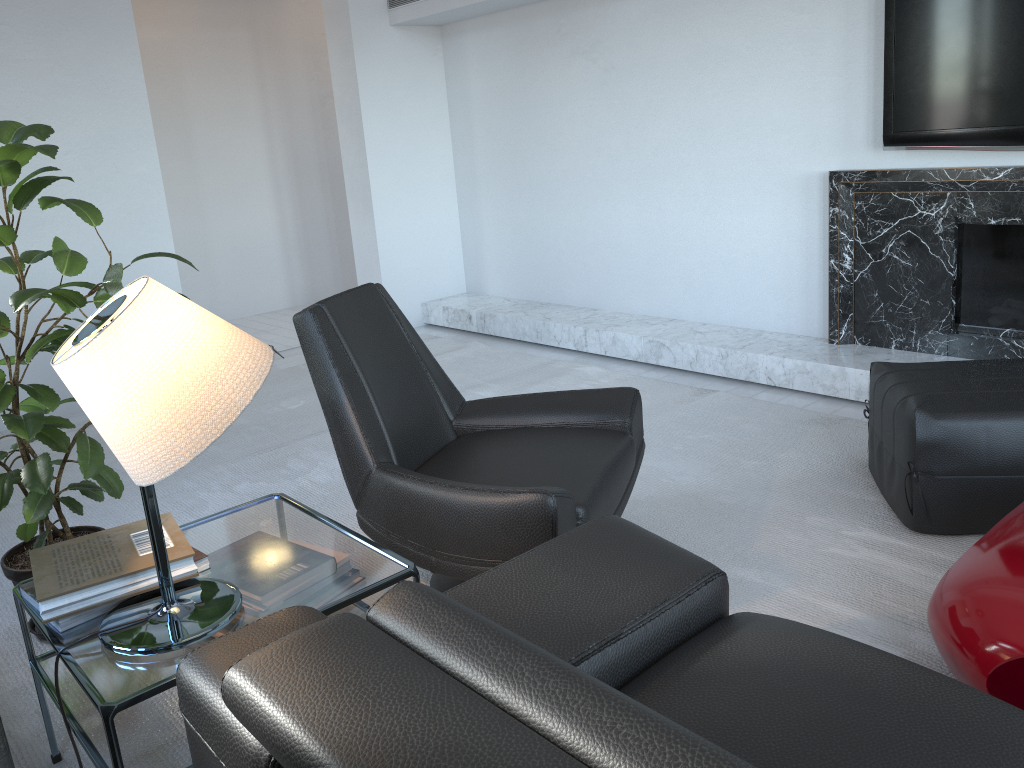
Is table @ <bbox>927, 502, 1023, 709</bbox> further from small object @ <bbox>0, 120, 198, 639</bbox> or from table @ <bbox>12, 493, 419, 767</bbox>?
small object @ <bbox>0, 120, 198, 639</bbox>

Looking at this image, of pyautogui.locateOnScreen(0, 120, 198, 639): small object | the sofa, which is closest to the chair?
the sofa

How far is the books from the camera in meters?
1.6 m

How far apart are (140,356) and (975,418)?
2.10m

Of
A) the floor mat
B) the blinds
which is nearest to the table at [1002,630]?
the floor mat

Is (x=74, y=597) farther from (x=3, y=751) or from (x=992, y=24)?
(x=992, y=24)

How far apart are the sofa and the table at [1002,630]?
0.4 meters

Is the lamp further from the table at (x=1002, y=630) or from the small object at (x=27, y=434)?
the table at (x=1002, y=630)

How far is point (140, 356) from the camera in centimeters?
137cm

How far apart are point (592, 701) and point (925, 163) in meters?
3.3
